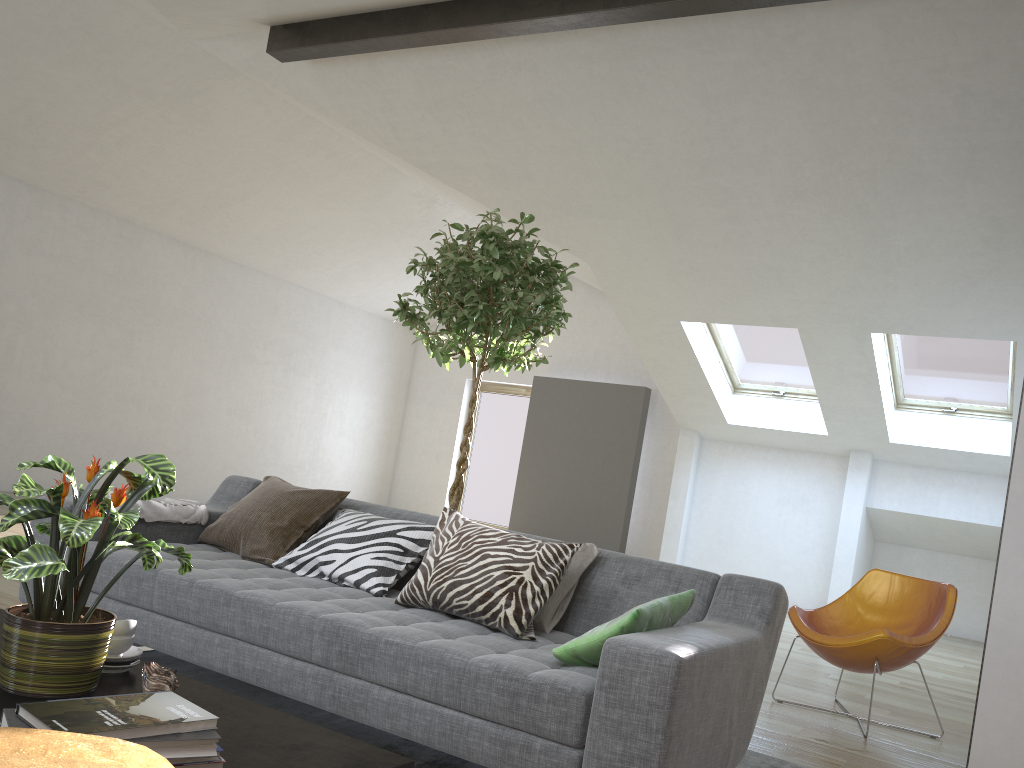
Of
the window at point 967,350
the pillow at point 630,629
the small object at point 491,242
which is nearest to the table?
the pillow at point 630,629

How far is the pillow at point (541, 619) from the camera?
2.8m

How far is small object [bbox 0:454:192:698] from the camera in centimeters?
163cm

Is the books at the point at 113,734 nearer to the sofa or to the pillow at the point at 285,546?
the sofa

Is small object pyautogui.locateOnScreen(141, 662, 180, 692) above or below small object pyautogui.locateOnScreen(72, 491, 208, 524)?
below

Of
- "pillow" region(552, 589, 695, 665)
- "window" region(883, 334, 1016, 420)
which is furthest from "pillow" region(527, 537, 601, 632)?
"window" region(883, 334, 1016, 420)

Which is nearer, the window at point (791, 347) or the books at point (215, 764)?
the books at point (215, 764)

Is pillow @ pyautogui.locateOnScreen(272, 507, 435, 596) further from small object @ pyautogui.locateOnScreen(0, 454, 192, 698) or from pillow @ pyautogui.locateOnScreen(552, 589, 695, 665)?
small object @ pyautogui.locateOnScreen(0, 454, 192, 698)

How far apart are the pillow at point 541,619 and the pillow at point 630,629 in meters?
0.4

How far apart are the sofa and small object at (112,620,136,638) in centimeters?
65cm
